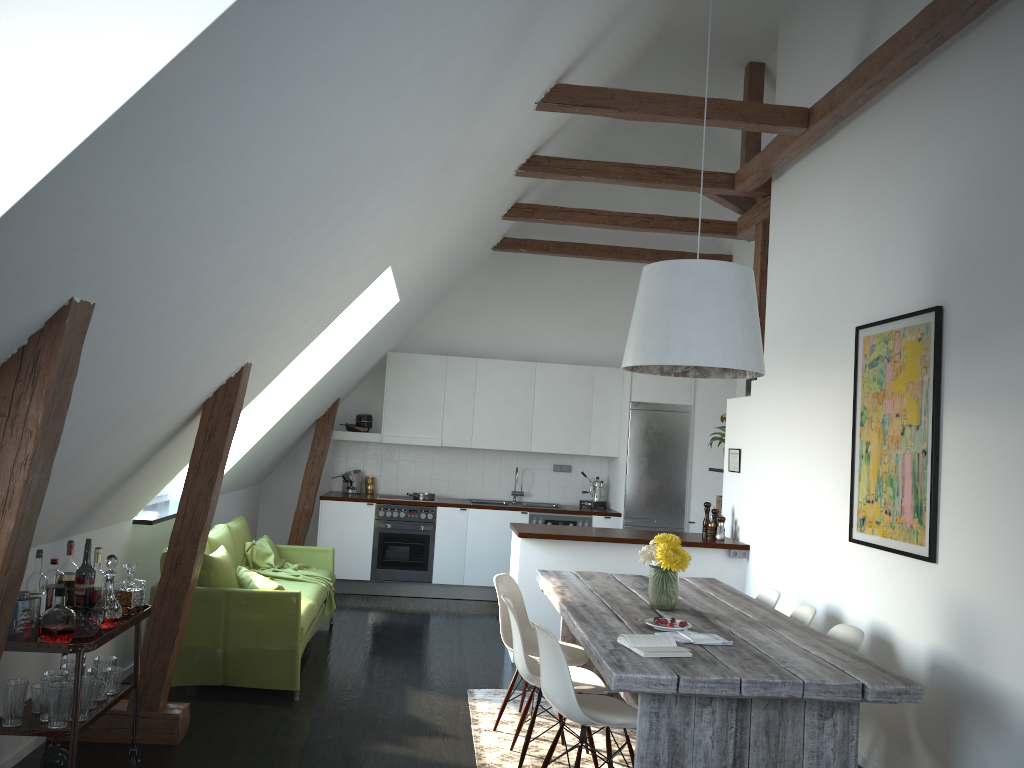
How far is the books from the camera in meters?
3.3

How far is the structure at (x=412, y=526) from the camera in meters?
8.4

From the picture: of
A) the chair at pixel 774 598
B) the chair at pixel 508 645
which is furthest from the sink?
the chair at pixel 774 598

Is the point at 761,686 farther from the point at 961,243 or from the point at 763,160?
the point at 763,160

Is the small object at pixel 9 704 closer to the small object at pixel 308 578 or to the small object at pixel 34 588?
the small object at pixel 34 588

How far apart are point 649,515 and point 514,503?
1.4m

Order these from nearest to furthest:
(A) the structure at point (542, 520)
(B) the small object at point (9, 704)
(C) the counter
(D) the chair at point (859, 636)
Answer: (B) the small object at point (9, 704) < (D) the chair at point (859, 636) < (C) the counter < (A) the structure at point (542, 520)

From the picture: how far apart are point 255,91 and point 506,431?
6.81m

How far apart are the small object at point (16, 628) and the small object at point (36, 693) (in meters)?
0.25

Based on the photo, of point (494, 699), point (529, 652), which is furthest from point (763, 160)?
point (494, 699)
